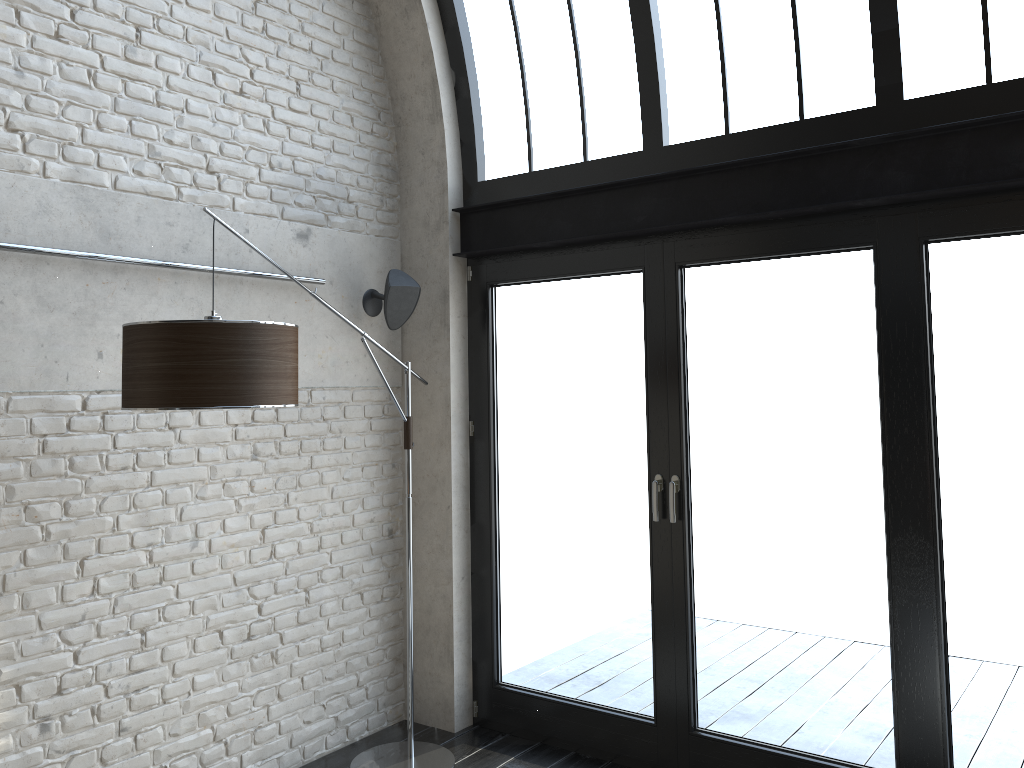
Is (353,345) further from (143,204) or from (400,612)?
(400,612)

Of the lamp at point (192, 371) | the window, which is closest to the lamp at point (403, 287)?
the window

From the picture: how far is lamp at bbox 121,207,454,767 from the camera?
2.7 meters

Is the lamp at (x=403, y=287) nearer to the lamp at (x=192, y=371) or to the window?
the window

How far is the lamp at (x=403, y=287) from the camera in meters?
4.3 m

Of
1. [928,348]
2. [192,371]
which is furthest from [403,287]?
[928,348]

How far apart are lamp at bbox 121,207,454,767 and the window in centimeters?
36cm

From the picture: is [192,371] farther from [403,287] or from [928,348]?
[928,348]

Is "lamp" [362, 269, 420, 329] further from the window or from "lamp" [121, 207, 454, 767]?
"lamp" [121, 207, 454, 767]

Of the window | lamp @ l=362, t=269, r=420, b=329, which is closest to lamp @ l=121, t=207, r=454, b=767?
the window
